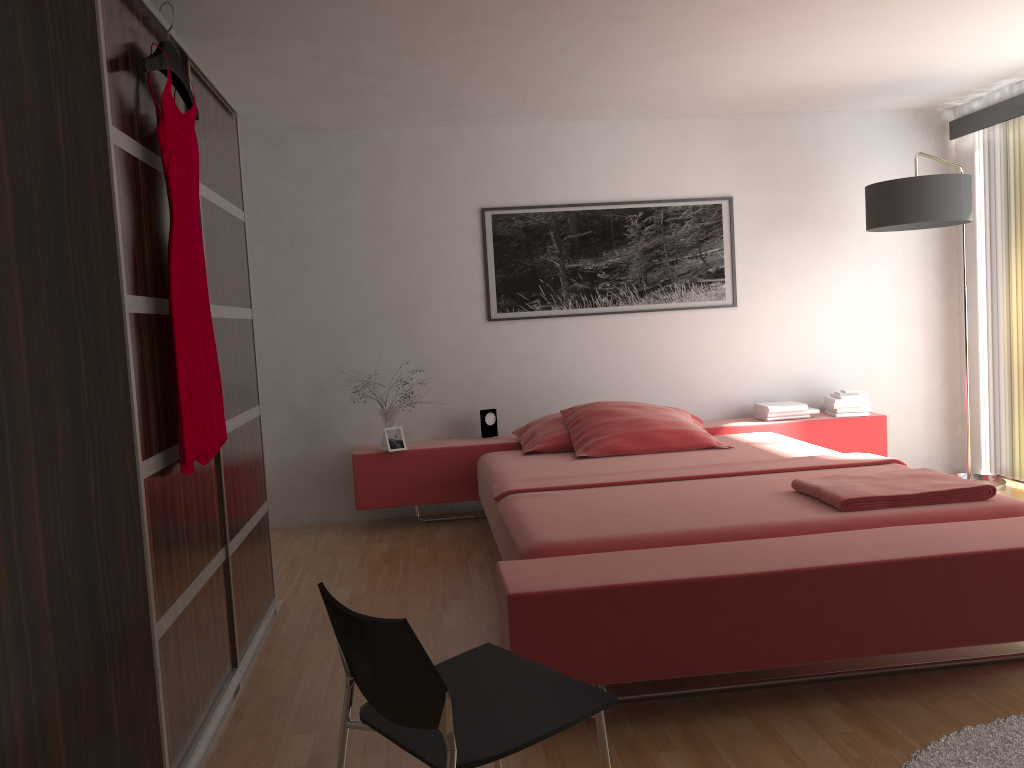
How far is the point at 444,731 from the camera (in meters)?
1.46

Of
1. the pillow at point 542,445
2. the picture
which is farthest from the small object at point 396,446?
the picture

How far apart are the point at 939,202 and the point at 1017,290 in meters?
0.9 m

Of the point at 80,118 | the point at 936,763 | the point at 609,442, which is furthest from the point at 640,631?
the point at 609,442

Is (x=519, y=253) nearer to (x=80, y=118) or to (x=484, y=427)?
(x=484, y=427)

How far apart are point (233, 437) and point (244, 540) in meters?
0.4

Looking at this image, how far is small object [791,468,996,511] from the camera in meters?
2.9

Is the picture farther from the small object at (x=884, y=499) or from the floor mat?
the floor mat

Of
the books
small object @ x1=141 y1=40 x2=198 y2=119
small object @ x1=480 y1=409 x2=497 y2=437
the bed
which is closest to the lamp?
the bed

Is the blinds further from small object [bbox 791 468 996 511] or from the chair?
the chair
